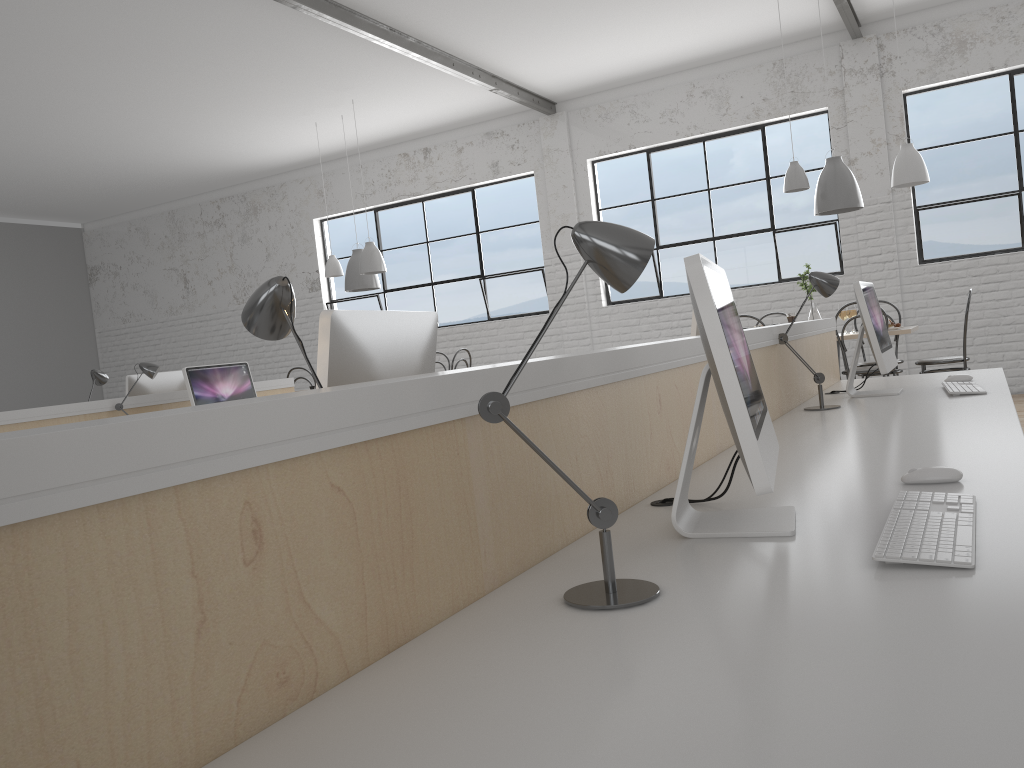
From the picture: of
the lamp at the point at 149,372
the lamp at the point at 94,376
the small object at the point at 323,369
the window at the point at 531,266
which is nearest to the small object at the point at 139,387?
the lamp at the point at 94,376

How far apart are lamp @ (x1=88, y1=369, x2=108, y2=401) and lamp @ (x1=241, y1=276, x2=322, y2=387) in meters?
3.4 m

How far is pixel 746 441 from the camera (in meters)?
1.04

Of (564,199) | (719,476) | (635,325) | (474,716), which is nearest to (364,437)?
(474,716)

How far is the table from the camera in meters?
4.4 m

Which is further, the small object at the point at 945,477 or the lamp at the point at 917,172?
the lamp at the point at 917,172

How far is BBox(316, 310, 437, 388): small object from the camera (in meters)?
1.29

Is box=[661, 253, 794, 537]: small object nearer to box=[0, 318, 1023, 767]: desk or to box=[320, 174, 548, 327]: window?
box=[0, 318, 1023, 767]: desk

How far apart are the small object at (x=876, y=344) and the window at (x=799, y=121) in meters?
3.4 m

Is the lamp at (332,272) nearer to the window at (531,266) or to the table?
the window at (531,266)
